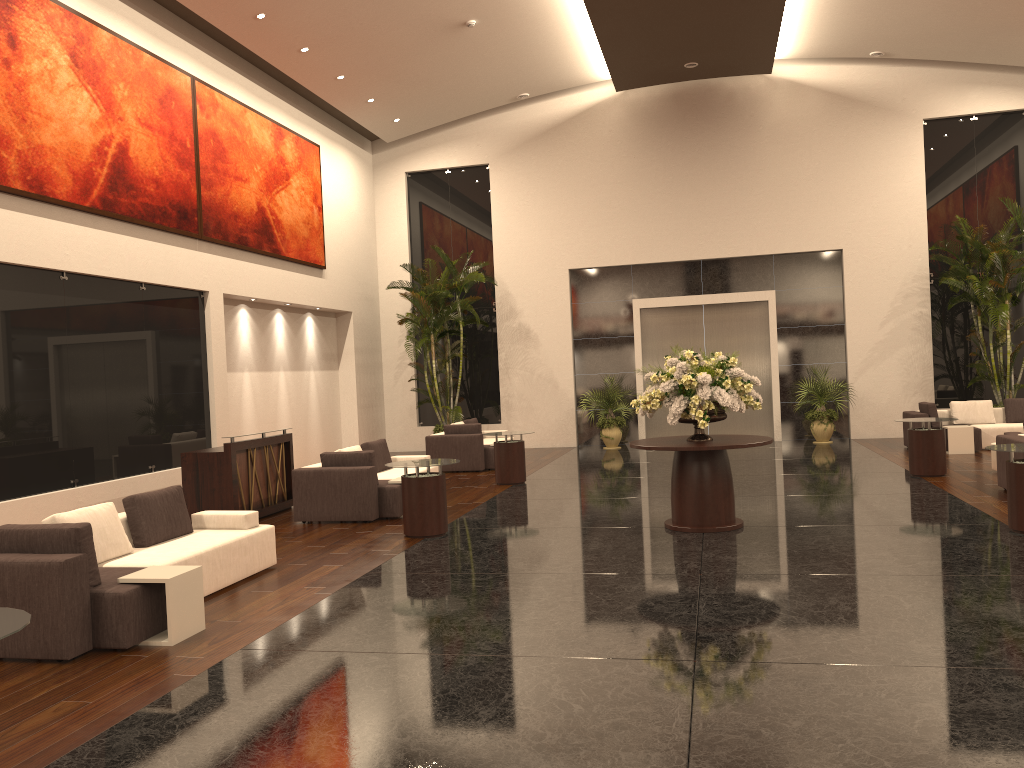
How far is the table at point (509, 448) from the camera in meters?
13.8

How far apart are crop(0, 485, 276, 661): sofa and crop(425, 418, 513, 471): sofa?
7.6 meters

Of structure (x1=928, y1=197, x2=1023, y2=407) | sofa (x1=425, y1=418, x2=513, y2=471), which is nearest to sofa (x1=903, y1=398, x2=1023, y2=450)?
structure (x1=928, y1=197, x2=1023, y2=407)

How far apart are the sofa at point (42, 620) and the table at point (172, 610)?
0.0m

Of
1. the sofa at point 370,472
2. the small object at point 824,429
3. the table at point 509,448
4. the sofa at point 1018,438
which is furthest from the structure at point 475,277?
the sofa at point 1018,438

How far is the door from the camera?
19.36m

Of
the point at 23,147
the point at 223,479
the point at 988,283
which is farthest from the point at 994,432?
the point at 23,147

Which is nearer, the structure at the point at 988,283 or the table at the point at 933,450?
the table at the point at 933,450

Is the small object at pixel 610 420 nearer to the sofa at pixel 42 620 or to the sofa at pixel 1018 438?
the sofa at pixel 1018 438

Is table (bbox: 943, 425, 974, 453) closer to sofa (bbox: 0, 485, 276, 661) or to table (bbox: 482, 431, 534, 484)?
table (bbox: 482, 431, 534, 484)
